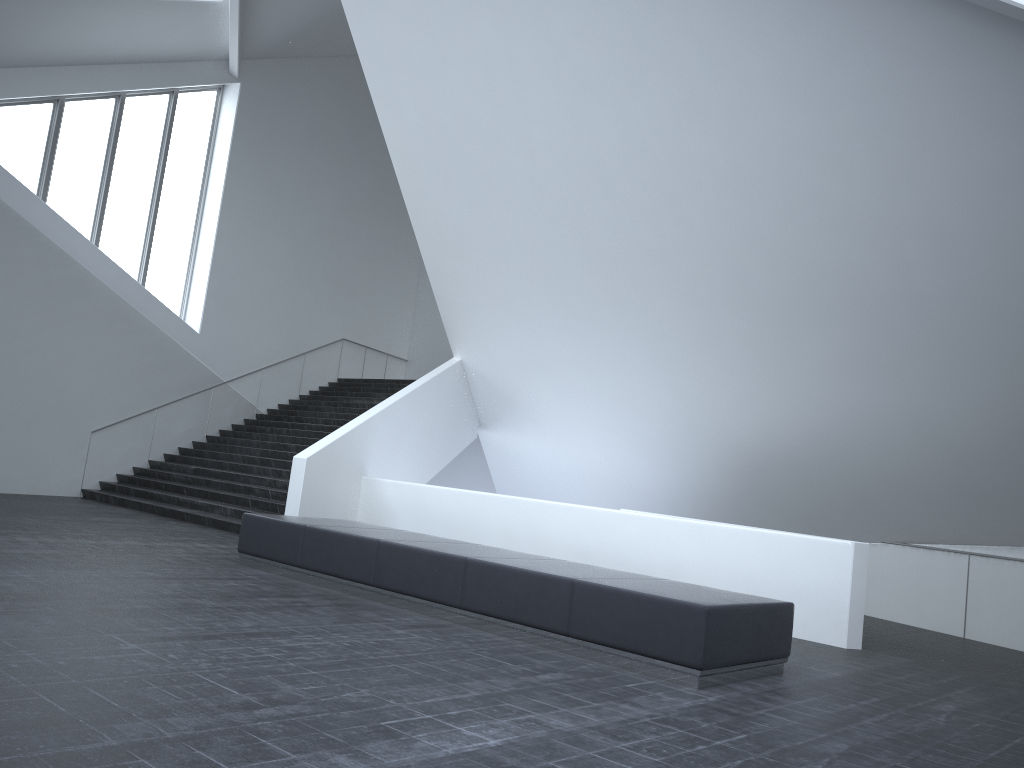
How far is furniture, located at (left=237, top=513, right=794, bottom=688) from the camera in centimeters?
626cm

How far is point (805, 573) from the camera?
9.48m

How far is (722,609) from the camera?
6.3 meters

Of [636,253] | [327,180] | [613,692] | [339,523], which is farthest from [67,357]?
[613,692]

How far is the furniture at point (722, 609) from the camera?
6.3m
